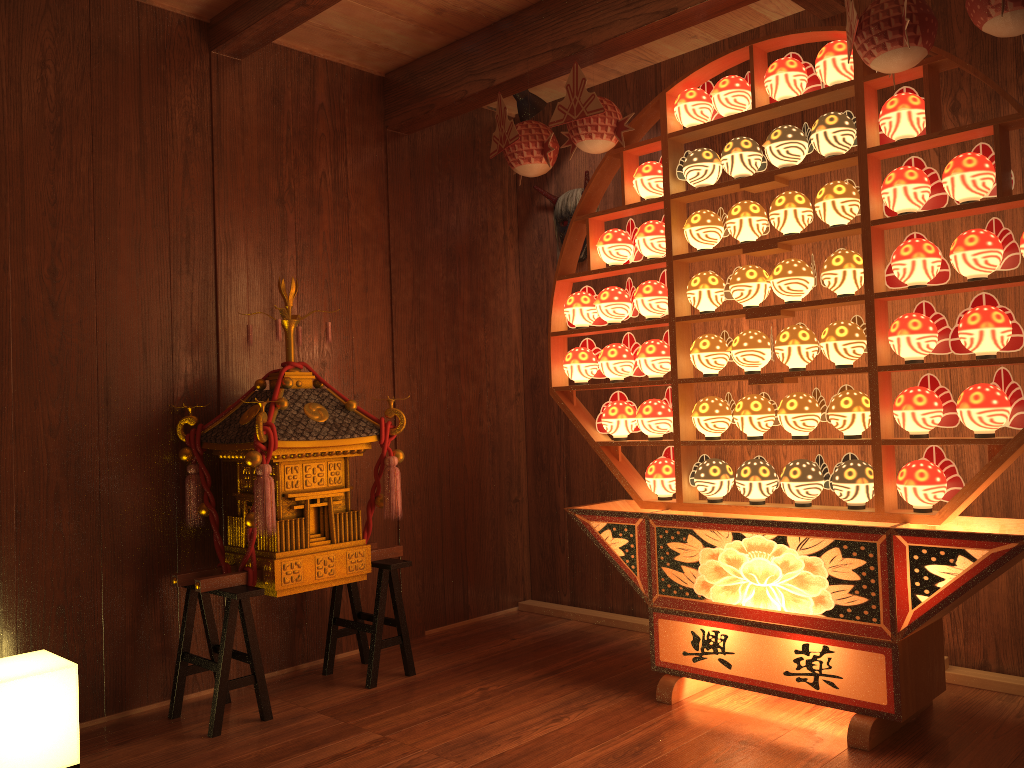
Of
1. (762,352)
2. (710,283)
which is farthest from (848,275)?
(710,283)

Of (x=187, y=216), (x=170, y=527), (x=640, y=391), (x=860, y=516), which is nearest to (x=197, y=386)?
(x=170, y=527)

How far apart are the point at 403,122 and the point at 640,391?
1.60m

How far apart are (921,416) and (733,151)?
1.0m

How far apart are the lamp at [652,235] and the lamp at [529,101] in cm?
89

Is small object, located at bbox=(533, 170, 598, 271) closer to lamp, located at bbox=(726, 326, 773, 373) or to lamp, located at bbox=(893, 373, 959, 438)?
lamp, located at bbox=(726, 326, 773, 373)

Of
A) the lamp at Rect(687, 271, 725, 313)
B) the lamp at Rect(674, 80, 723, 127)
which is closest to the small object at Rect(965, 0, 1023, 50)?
the lamp at Rect(674, 80, 723, 127)

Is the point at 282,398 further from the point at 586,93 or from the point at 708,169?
the point at 708,169

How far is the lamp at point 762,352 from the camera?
2.9m

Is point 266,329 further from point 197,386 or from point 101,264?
point 101,264
